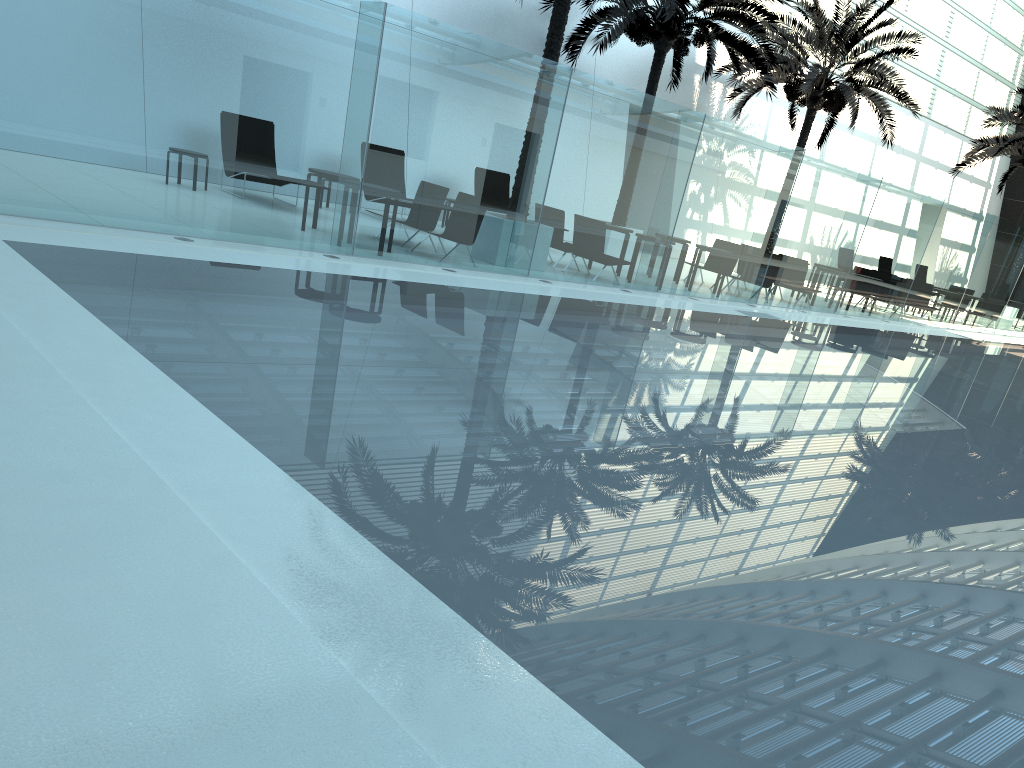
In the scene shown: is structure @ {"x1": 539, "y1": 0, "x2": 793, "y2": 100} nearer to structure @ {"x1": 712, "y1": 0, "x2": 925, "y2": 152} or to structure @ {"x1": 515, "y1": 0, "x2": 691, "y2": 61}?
structure @ {"x1": 712, "y1": 0, "x2": 925, "y2": 152}

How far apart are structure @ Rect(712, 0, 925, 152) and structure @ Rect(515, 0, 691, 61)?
7.6m

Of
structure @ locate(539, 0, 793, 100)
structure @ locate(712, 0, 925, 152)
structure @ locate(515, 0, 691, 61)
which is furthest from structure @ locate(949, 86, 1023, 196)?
structure @ locate(515, 0, 691, 61)

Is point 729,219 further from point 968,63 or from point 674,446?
point 968,63

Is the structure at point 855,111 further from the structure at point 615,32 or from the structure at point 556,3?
the structure at point 556,3

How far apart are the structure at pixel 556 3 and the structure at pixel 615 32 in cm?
290

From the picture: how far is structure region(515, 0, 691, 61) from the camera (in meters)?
12.91

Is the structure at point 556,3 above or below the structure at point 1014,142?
below

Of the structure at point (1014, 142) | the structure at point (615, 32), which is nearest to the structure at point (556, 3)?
the structure at point (615, 32)

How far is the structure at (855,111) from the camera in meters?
20.9
